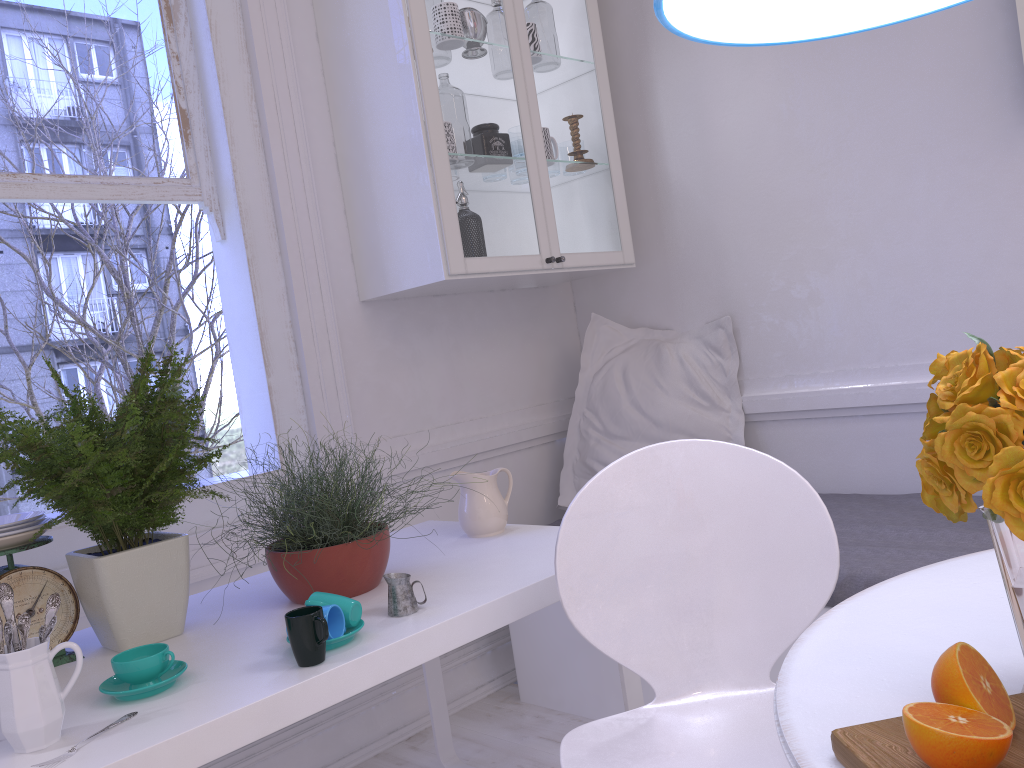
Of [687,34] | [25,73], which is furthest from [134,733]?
[25,73]

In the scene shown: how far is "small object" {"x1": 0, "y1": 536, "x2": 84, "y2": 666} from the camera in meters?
1.5 m

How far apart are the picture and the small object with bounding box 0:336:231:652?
2.03m

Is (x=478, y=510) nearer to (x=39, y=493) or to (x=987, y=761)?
(x=39, y=493)

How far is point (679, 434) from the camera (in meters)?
2.78

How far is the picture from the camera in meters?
2.1 m

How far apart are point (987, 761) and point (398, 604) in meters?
1.0

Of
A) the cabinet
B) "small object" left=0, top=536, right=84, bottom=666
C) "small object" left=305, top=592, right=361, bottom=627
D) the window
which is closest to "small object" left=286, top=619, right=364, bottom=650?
"small object" left=305, top=592, right=361, bottom=627

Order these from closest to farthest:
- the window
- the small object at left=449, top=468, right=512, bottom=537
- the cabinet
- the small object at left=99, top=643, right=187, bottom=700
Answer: the small object at left=99, top=643, right=187, bottom=700
the small object at left=449, top=468, right=512, bottom=537
the window
the cabinet

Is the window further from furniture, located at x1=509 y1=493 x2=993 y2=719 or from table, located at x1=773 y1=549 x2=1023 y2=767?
table, located at x1=773 y1=549 x2=1023 y2=767
